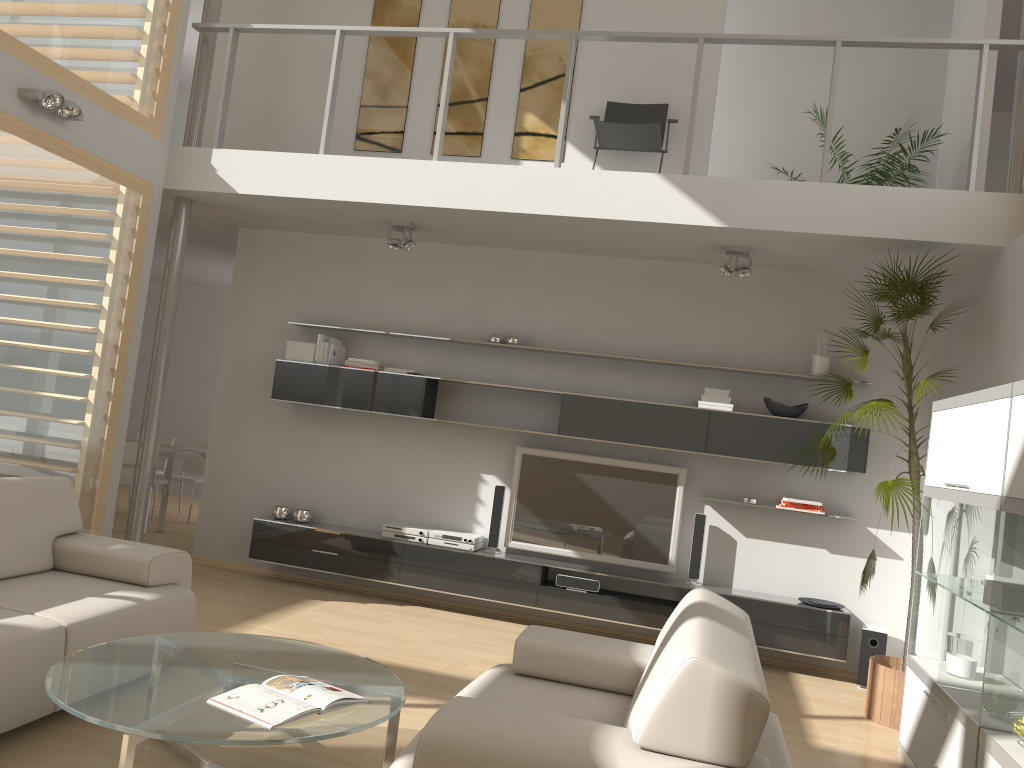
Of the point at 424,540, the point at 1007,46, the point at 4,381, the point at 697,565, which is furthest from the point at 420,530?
the point at 1007,46

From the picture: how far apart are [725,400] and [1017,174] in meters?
2.2

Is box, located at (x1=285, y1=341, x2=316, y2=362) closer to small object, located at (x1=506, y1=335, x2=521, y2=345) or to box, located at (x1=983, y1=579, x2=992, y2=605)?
small object, located at (x1=506, y1=335, x2=521, y2=345)

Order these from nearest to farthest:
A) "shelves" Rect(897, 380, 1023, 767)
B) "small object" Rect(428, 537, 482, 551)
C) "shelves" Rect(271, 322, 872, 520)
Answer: "shelves" Rect(897, 380, 1023, 767) → "shelves" Rect(271, 322, 872, 520) → "small object" Rect(428, 537, 482, 551)

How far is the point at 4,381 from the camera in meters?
4.9 m

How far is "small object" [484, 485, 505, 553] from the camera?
6.38m

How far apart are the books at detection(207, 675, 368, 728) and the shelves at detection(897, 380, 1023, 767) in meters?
2.1 m

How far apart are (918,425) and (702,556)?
1.7m

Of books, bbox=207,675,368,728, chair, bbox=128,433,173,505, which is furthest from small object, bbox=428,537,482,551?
chair, bbox=128,433,173,505

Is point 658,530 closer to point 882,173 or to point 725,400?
point 725,400
